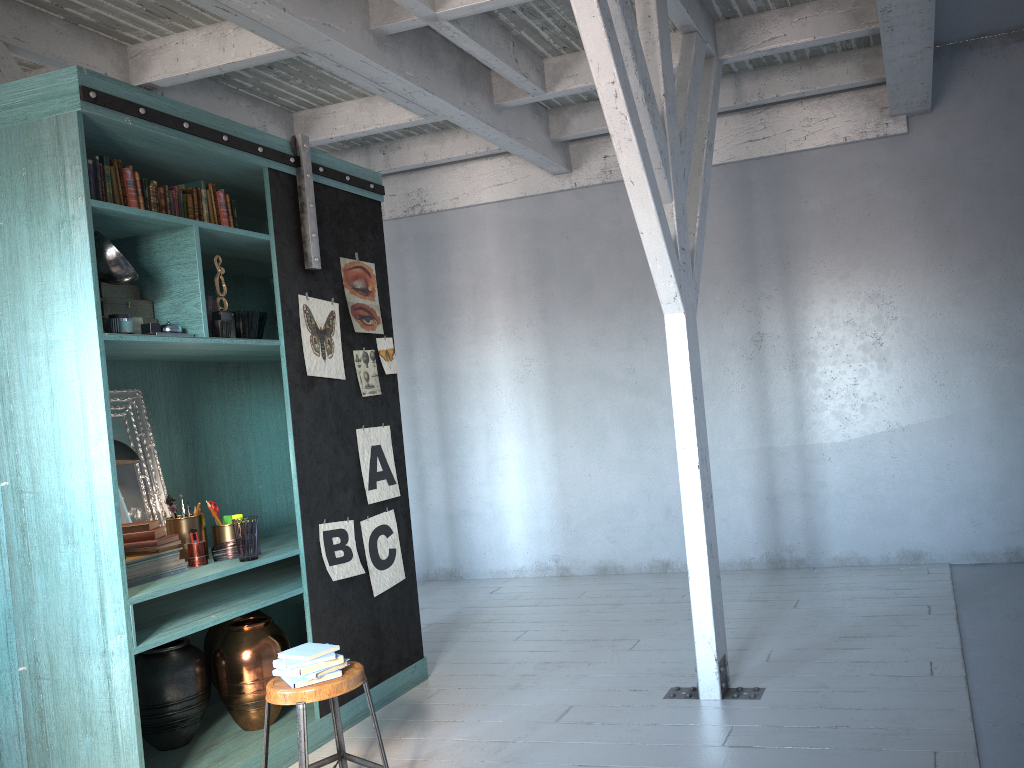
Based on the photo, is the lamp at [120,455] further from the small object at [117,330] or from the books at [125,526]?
the small object at [117,330]

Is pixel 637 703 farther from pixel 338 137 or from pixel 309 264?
pixel 338 137

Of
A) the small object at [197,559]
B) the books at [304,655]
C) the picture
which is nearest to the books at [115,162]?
the picture

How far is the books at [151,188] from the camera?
4.55m

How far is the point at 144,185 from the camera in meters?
4.5 m

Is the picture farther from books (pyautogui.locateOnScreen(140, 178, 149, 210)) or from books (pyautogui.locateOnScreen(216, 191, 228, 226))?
books (pyautogui.locateOnScreen(140, 178, 149, 210))

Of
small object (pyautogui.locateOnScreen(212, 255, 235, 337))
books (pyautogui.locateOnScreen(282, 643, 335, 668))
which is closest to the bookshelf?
small object (pyautogui.locateOnScreen(212, 255, 235, 337))

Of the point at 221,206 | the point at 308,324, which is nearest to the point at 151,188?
the point at 221,206

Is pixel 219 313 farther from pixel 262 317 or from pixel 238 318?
pixel 262 317

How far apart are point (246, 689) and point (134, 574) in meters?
0.9
